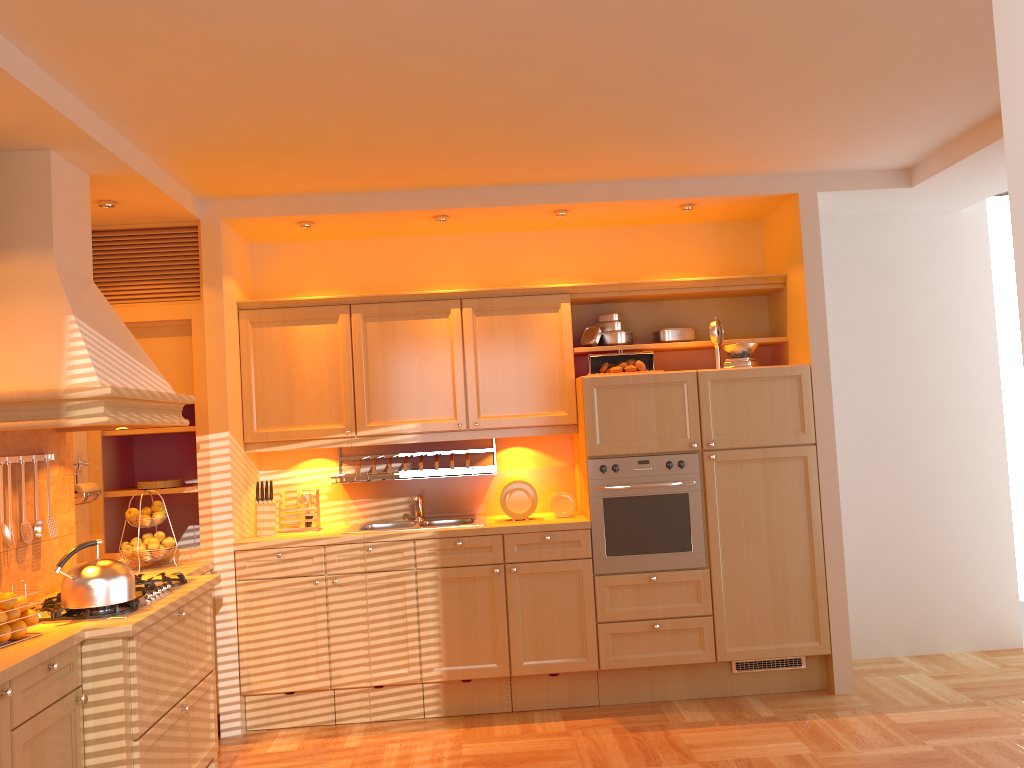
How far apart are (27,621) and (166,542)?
1.4 meters

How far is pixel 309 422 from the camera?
4.8m

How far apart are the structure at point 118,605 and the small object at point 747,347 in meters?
2.9

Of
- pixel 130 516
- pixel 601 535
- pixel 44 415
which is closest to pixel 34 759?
pixel 44 415

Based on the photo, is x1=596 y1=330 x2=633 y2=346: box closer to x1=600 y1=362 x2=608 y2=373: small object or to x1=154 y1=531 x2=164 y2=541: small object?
x1=600 y1=362 x2=608 y2=373: small object

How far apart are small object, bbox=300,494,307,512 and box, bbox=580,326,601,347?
1.76m

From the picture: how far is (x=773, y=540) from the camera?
4.6m

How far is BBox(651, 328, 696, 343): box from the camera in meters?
5.0

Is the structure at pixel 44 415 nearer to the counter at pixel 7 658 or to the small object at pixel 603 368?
the small object at pixel 603 368

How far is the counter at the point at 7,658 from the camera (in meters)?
2.54
